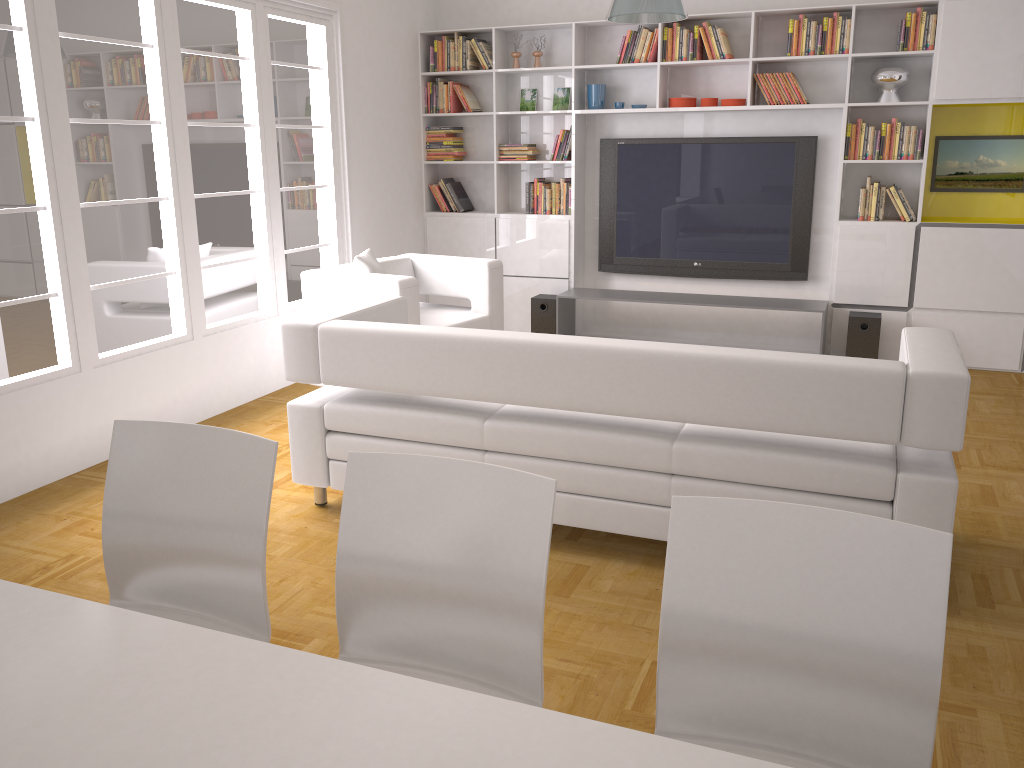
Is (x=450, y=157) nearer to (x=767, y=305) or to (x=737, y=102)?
(x=737, y=102)

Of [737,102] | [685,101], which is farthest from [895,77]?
[685,101]

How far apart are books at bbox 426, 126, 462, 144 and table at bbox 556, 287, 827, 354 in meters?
1.6

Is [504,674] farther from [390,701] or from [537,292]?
[537,292]

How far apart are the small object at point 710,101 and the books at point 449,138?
2.1m

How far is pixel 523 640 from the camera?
1.8 meters

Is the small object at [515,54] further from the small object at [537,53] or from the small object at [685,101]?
the small object at [685,101]

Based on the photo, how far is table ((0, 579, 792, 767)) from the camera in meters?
1.3 m

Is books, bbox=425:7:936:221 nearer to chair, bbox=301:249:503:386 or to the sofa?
chair, bbox=301:249:503:386

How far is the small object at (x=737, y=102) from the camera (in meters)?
6.48
